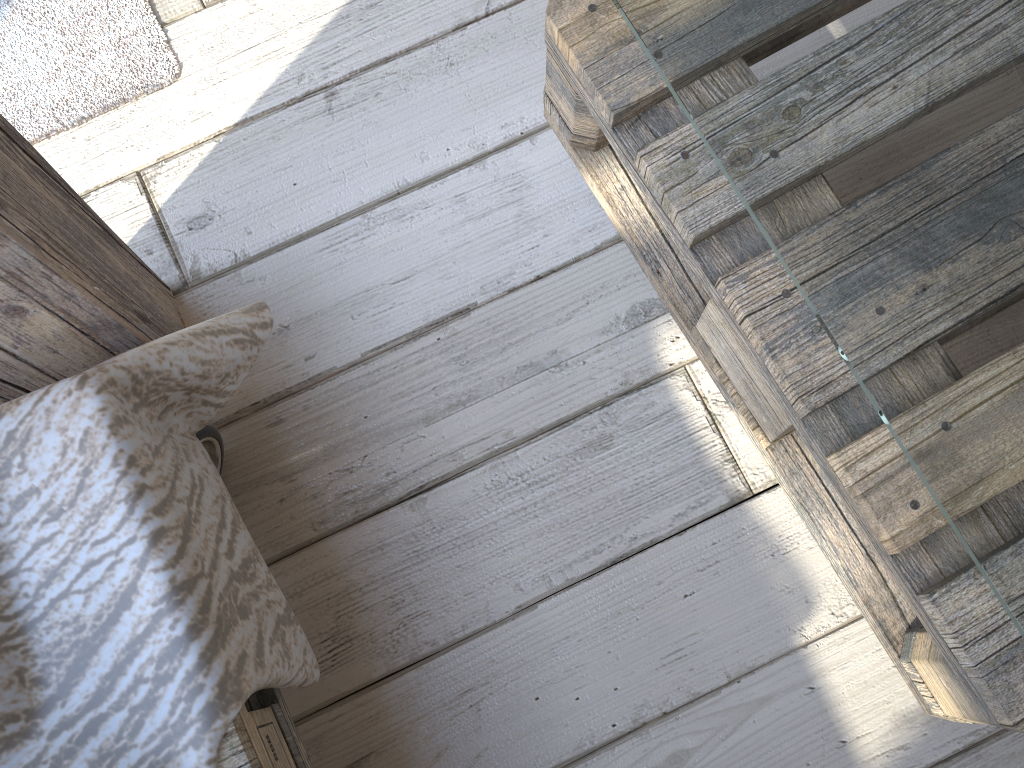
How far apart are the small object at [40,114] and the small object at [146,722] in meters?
0.4 m

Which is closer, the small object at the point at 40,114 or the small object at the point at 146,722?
the small object at the point at 146,722

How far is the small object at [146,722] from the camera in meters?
0.6

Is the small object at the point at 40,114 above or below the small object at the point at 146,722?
below

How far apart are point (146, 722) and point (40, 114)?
0.77m

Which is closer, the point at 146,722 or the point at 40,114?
the point at 146,722

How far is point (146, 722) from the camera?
0.59m

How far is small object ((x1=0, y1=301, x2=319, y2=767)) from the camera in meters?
0.6 m

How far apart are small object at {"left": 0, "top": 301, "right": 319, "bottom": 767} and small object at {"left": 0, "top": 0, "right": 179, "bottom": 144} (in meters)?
0.38

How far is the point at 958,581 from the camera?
0.61m
